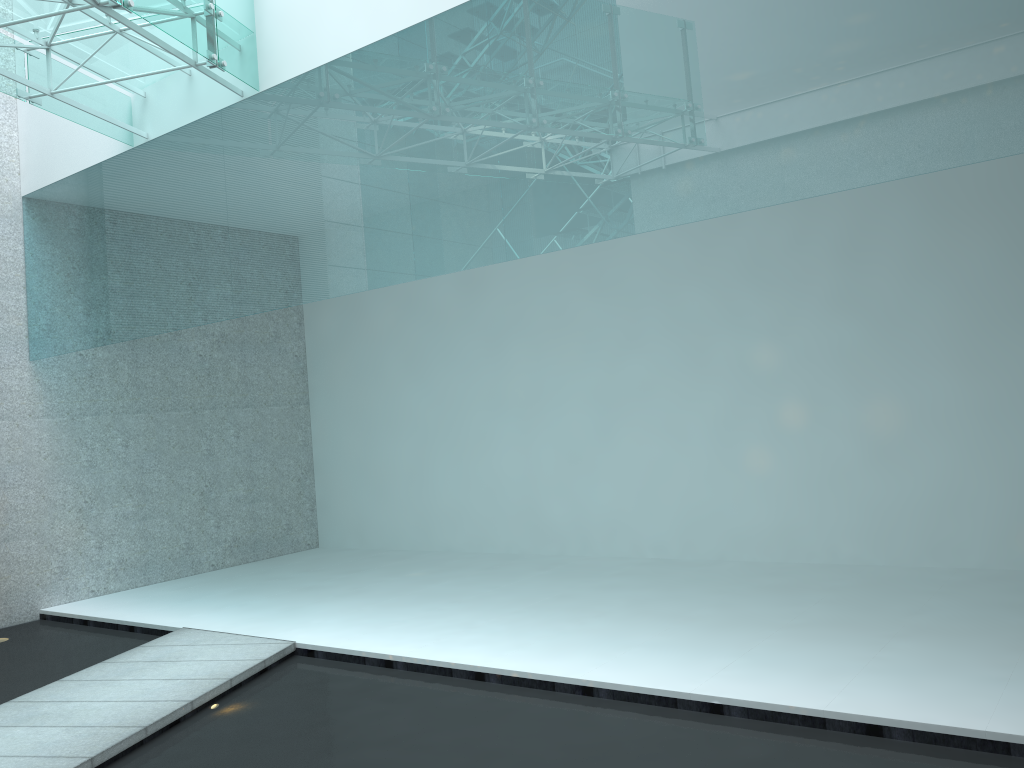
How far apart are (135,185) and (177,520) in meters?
2.6

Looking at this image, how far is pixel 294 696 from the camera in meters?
3.5
